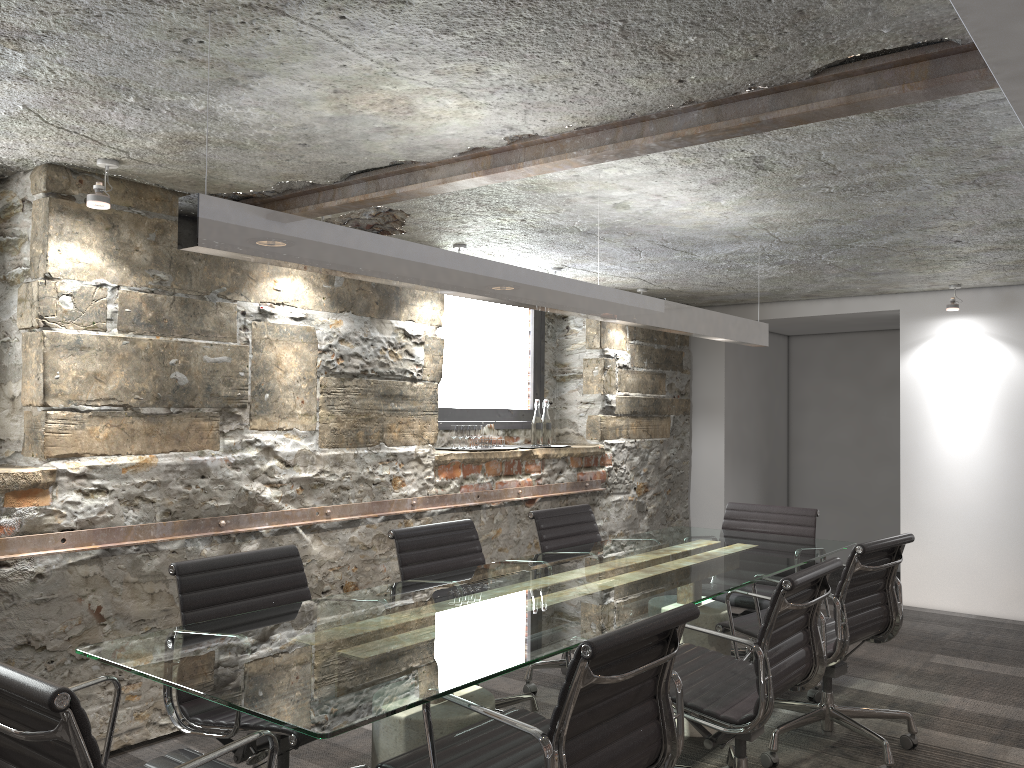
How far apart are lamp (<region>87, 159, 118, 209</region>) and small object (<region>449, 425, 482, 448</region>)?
2.3m

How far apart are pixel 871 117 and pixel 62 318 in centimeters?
275cm

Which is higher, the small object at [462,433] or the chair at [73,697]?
the small object at [462,433]

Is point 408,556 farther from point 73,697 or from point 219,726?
point 73,697

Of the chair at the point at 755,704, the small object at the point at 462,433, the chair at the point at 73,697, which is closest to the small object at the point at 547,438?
the small object at the point at 462,433

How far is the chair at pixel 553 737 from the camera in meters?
1.8 m

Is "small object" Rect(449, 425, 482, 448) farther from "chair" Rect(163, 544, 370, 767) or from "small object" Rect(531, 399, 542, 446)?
"chair" Rect(163, 544, 370, 767)

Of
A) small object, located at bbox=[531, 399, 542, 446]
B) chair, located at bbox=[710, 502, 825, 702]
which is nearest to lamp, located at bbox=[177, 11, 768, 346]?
chair, located at bbox=[710, 502, 825, 702]

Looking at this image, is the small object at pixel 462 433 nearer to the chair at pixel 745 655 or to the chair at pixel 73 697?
the chair at pixel 745 655

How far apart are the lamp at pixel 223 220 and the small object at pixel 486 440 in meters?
1.7
